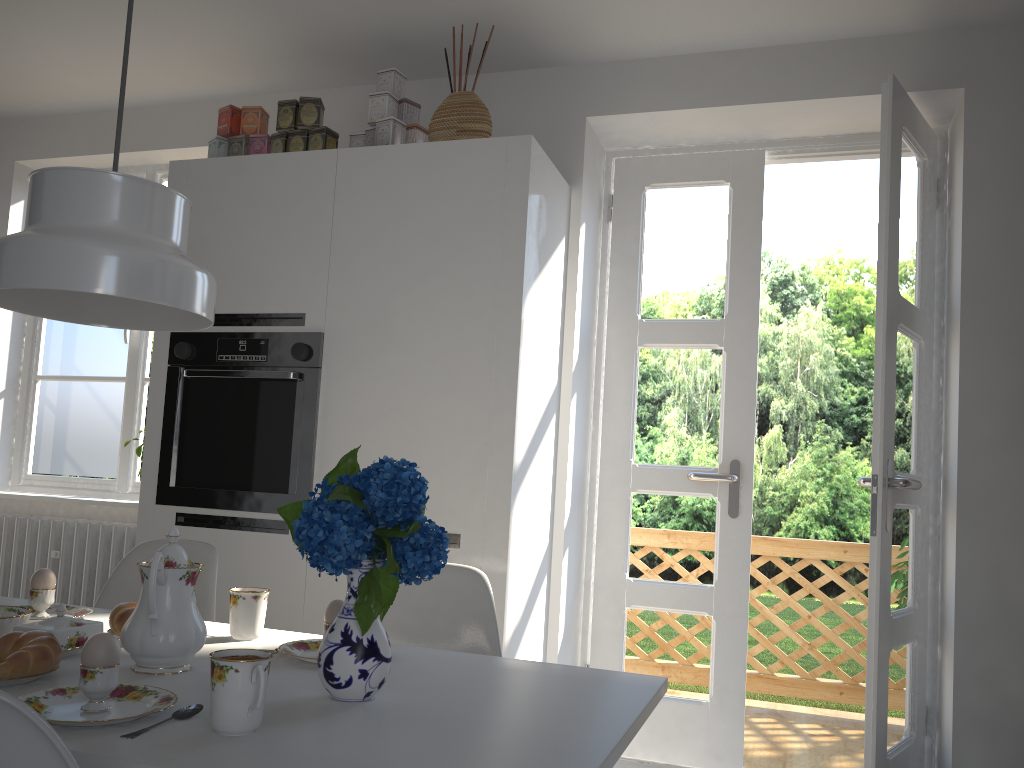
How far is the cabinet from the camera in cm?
276

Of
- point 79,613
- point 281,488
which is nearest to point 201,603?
point 79,613

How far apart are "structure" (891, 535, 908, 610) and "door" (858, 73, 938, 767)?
1.1m

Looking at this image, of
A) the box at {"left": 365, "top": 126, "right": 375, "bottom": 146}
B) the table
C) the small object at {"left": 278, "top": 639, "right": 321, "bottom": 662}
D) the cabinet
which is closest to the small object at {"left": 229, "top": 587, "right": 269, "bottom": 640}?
the table

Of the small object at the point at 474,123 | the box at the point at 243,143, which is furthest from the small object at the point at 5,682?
the box at the point at 243,143

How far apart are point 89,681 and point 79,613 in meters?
0.8

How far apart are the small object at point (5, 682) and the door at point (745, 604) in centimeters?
240cm

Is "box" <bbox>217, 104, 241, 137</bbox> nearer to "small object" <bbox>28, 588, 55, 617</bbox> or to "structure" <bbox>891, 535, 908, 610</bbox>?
"small object" <bbox>28, 588, 55, 617</bbox>

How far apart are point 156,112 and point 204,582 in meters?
2.6 m

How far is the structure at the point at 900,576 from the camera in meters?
4.0
